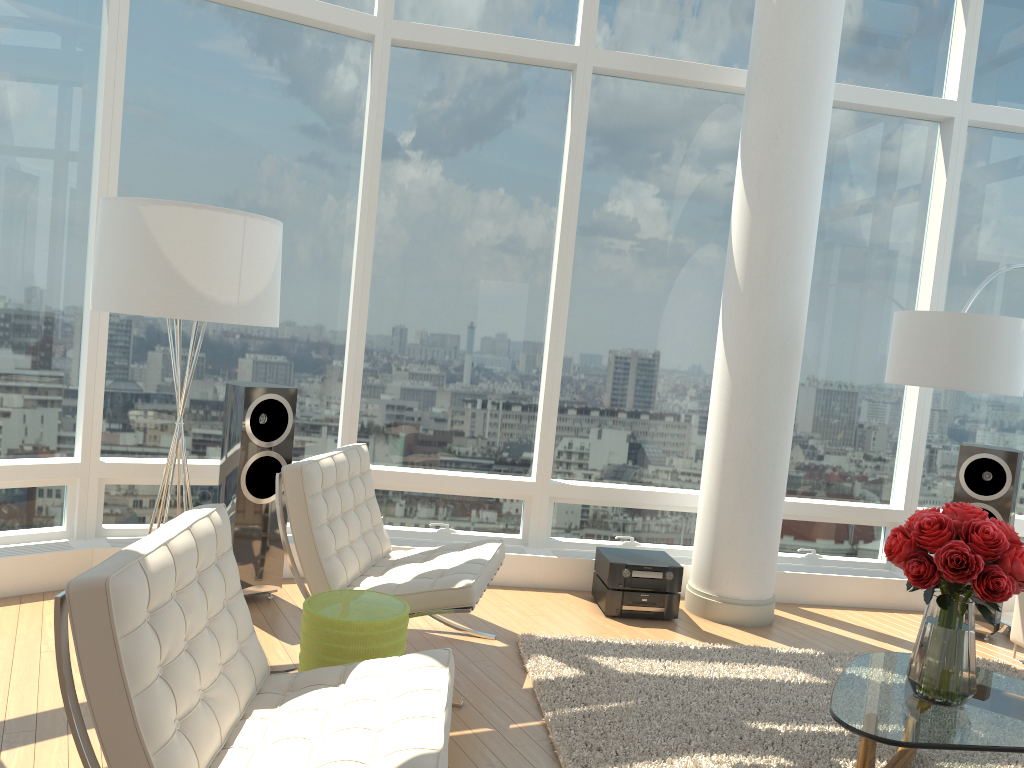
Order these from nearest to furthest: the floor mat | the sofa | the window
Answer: the floor mat → the window → the sofa

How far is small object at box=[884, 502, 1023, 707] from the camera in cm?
296

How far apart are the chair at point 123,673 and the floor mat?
0.75m

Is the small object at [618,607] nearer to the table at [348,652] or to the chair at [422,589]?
the chair at [422,589]

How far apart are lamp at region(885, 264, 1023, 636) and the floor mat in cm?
77

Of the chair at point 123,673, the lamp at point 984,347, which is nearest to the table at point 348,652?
the chair at point 123,673

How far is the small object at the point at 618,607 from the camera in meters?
5.1 m

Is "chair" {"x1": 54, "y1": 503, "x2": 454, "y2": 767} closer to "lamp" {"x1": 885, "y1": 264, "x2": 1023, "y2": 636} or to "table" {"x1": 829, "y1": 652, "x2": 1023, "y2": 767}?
"table" {"x1": 829, "y1": 652, "x2": 1023, "y2": 767}

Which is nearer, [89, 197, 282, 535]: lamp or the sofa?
[89, 197, 282, 535]: lamp

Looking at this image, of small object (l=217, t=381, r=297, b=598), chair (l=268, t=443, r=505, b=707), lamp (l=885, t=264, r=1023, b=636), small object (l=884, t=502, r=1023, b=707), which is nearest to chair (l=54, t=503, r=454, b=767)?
chair (l=268, t=443, r=505, b=707)
